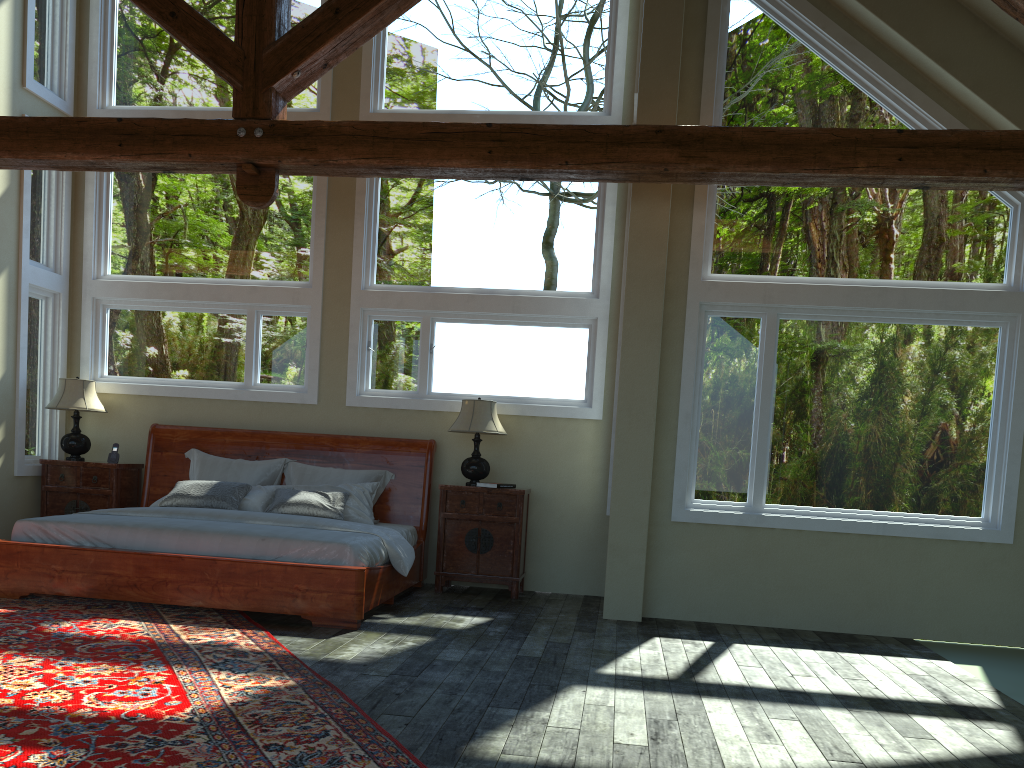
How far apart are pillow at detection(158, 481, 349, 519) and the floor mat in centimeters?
118cm

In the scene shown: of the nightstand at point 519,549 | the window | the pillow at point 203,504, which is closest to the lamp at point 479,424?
the nightstand at point 519,549

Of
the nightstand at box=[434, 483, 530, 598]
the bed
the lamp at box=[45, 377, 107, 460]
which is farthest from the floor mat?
the lamp at box=[45, 377, 107, 460]

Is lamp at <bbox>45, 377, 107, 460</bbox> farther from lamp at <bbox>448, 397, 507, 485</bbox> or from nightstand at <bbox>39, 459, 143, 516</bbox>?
lamp at <bbox>448, 397, 507, 485</bbox>

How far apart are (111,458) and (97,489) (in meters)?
0.32

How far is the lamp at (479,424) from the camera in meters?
7.3

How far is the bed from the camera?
5.8m

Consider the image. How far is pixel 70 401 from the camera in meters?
7.8

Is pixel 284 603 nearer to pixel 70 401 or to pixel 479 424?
pixel 479 424

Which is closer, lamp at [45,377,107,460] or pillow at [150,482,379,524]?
pillow at [150,482,379,524]
